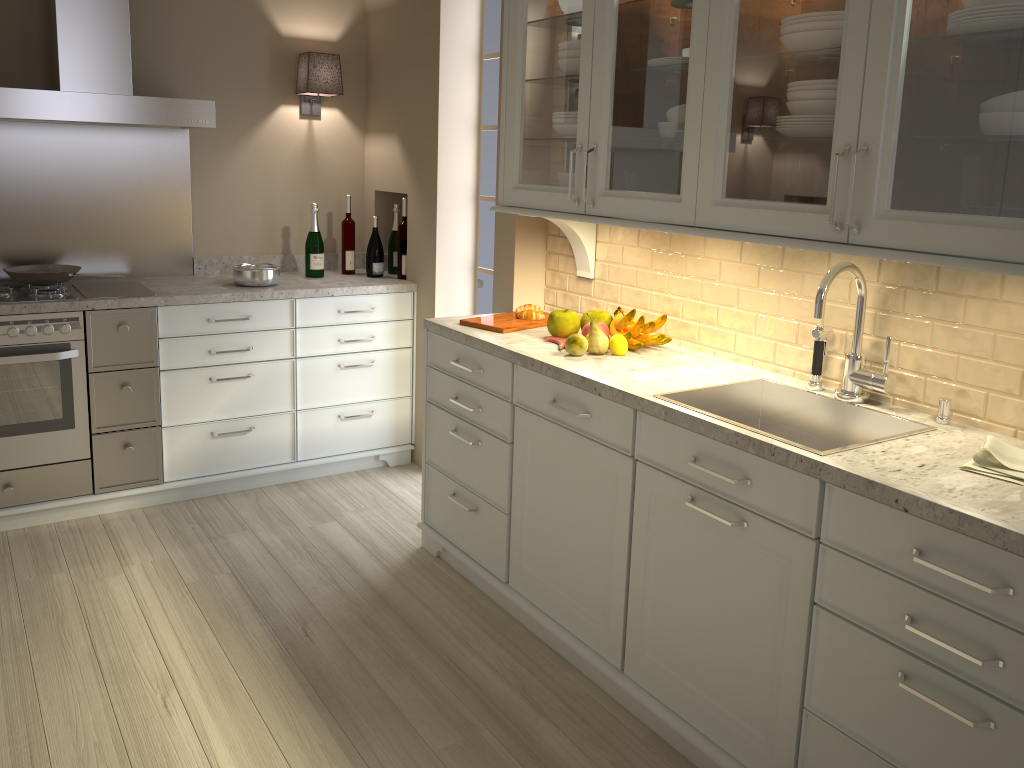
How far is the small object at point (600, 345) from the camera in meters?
2.5 m

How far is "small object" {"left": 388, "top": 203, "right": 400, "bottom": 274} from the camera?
4.05m

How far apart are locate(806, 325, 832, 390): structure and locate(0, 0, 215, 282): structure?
2.4m

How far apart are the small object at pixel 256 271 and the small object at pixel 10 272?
0.6 meters

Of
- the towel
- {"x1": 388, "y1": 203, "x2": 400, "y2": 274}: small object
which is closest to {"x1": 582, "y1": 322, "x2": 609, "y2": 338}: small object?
the towel

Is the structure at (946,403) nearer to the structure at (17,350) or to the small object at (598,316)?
the small object at (598,316)

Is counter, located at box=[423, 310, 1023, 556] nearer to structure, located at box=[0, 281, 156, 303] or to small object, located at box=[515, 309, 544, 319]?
small object, located at box=[515, 309, 544, 319]

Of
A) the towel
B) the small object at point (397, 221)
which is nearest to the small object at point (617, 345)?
the towel

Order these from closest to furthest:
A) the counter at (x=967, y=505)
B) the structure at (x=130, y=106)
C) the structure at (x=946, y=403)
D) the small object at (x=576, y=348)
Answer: the counter at (x=967, y=505) → the structure at (x=946, y=403) → the small object at (x=576, y=348) → the structure at (x=130, y=106)

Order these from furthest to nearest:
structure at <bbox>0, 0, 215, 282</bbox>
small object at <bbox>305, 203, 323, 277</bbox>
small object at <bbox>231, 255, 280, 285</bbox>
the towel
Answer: small object at <bbox>305, 203, 323, 277</bbox>
small object at <bbox>231, 255, 280, 285</bbox>
structure at <bbox>0, 0, 215, 282</bbox>
the towel
